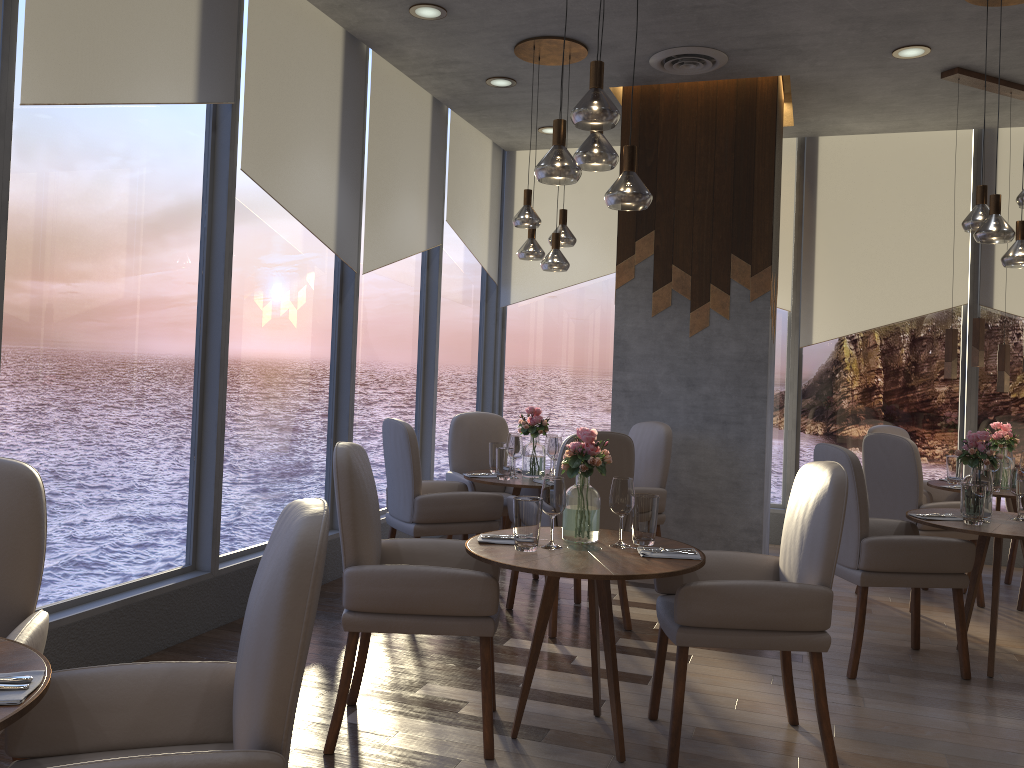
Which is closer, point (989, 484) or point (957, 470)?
point (989, 484)

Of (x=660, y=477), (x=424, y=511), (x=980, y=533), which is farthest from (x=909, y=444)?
(x=424, y=511)

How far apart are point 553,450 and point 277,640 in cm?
361

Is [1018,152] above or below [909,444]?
above

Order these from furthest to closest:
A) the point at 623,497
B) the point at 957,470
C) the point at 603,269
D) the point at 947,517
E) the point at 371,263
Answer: the point at 603,269 < the point at 957,470 < the point at 371,263 < the point at 947,517 < the point at 623,497

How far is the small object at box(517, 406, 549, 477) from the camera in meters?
5.1

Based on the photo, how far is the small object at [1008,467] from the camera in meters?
5.5 m

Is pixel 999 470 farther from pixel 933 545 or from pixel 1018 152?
pixel 1018 152

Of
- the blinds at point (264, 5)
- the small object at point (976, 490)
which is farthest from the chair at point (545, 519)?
the blinds at point (264, 5)

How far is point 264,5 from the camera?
4.4m
